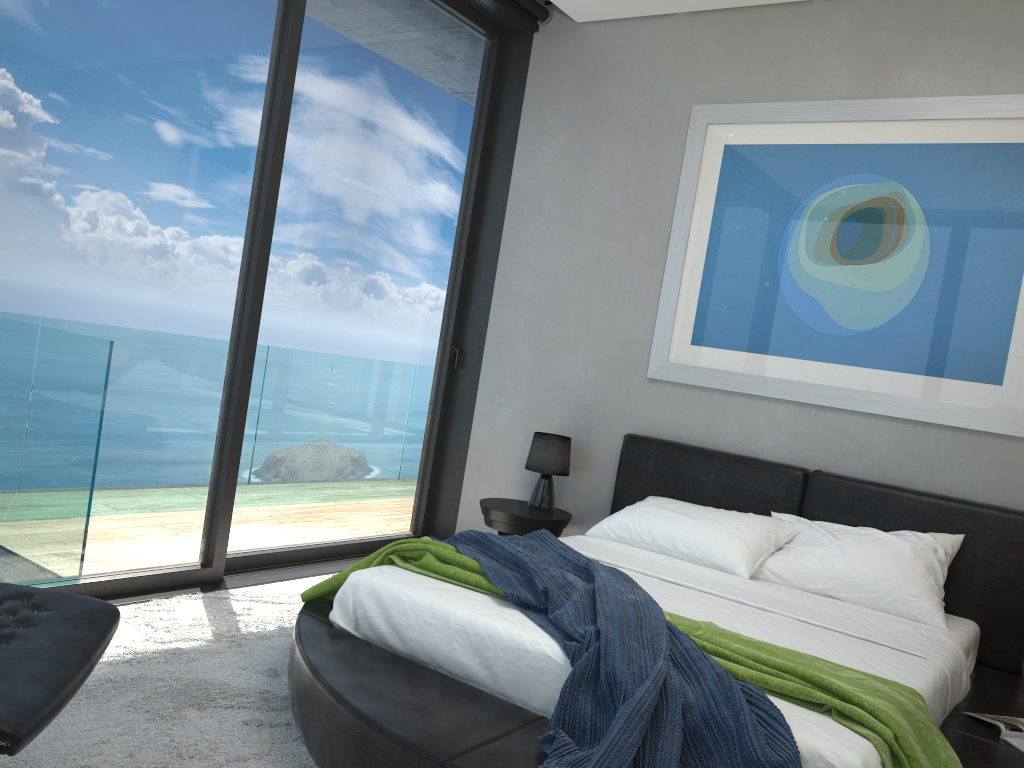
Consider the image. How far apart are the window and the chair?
1.5 meters

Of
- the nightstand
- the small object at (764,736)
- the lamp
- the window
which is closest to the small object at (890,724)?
the small object at (764,736)

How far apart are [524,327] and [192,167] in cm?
205

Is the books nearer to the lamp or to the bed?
the bed

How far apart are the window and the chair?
1.5m

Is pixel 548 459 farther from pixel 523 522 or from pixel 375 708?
pixel 375 708

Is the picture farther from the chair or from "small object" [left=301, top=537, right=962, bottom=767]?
the chair

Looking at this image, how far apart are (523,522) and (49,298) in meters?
2.3

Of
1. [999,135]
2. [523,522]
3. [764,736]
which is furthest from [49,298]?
[999,135]

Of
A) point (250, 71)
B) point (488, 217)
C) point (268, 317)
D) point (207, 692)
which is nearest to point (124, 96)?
point (250, 71)
